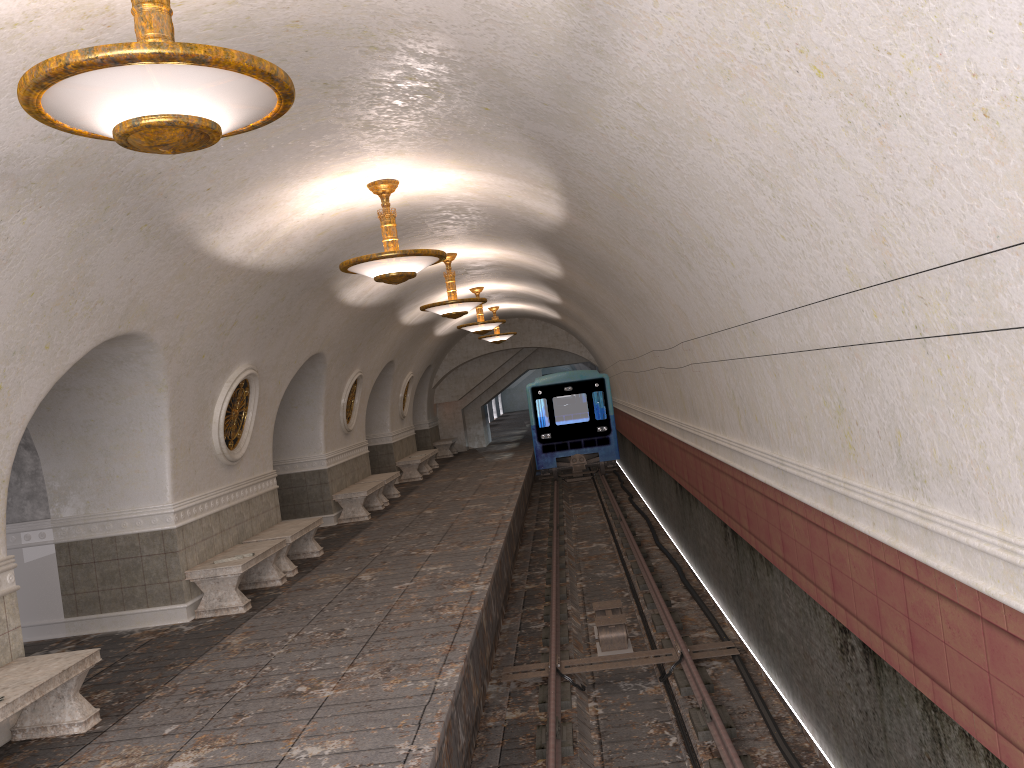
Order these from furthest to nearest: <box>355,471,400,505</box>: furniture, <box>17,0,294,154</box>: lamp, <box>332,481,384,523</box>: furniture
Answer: <box>355,471,400,505</box>: furniture, <box>332,481,384,523</box>: furniture, <box>17,0,294,154</box>: lamp

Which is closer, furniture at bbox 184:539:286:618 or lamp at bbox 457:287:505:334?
furniture at bbox 184:539:286:618

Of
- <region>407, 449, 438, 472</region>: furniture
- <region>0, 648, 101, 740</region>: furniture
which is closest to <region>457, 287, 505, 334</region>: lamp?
<region>407, 449, 438, 472</region>: furniture

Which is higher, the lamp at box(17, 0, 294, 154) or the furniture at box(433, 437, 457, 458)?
the lamp at box(17, 0, 294, 154)

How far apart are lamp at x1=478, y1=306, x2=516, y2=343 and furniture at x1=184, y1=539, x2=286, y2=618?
12.39m

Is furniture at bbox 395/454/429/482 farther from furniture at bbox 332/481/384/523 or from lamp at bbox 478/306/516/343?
furniture at bbox 332/481/384/523

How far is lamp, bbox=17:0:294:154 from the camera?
3.0m

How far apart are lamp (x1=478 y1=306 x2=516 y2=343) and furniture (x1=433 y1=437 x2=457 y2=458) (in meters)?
5.79

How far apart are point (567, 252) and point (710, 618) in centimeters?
461cm

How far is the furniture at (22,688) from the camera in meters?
5.5 m
